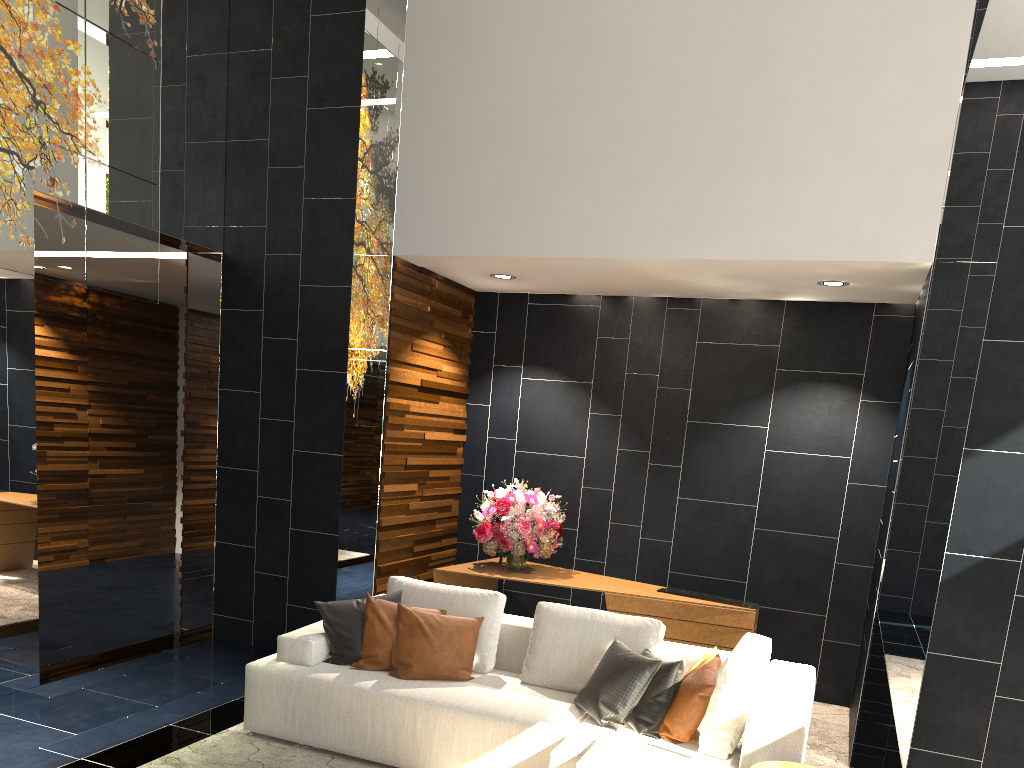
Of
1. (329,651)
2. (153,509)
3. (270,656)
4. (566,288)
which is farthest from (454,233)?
(153,509)

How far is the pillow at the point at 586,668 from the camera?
4.27m

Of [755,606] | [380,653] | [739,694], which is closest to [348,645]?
[380,653]

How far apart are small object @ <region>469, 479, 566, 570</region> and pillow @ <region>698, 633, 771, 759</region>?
2.1 meters

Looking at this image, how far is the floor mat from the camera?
4.1 meters

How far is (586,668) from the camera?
4.27m

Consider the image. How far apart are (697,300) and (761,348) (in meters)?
0.59

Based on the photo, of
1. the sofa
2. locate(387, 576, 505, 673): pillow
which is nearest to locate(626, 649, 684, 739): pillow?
the sofa

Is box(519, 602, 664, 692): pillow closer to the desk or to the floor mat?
the floor mat

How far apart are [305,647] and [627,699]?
1.7m
